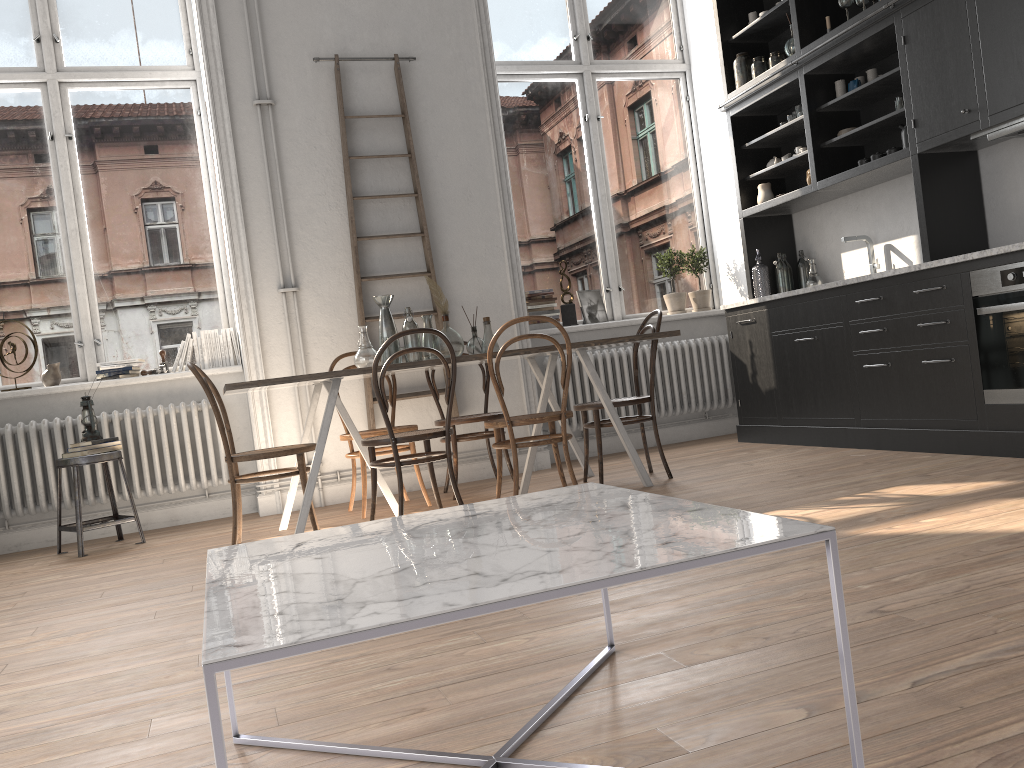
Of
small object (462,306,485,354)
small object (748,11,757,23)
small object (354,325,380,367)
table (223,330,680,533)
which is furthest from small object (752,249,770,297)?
small object (354,325,380,367)

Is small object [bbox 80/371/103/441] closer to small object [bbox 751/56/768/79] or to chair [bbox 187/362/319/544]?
chair [bbox 187/362/319/544]

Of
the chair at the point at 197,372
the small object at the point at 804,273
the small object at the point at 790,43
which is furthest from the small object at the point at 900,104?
the chair at the point at 197,372

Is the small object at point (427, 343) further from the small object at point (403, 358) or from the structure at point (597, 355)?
the structure at point (597, 355)

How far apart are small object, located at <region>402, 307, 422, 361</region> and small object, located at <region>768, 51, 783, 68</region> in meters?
3.1

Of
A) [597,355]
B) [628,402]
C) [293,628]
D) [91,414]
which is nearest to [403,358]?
[628,402]

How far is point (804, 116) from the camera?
5.38m

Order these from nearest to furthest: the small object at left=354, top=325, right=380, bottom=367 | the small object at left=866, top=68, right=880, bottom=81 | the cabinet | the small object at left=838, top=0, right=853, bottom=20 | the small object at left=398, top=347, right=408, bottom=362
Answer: the cabinet
the small object at left=354, top=325, right=380, bottom=367
the small object at left=398, top=347, right=408, bottom=362
the small object at left=838, top=0, right=853, bottom=20
the small object at left=866, top=68, right=880, bottom=81

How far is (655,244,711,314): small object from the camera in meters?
6.7

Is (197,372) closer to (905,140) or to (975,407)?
(975,407)
